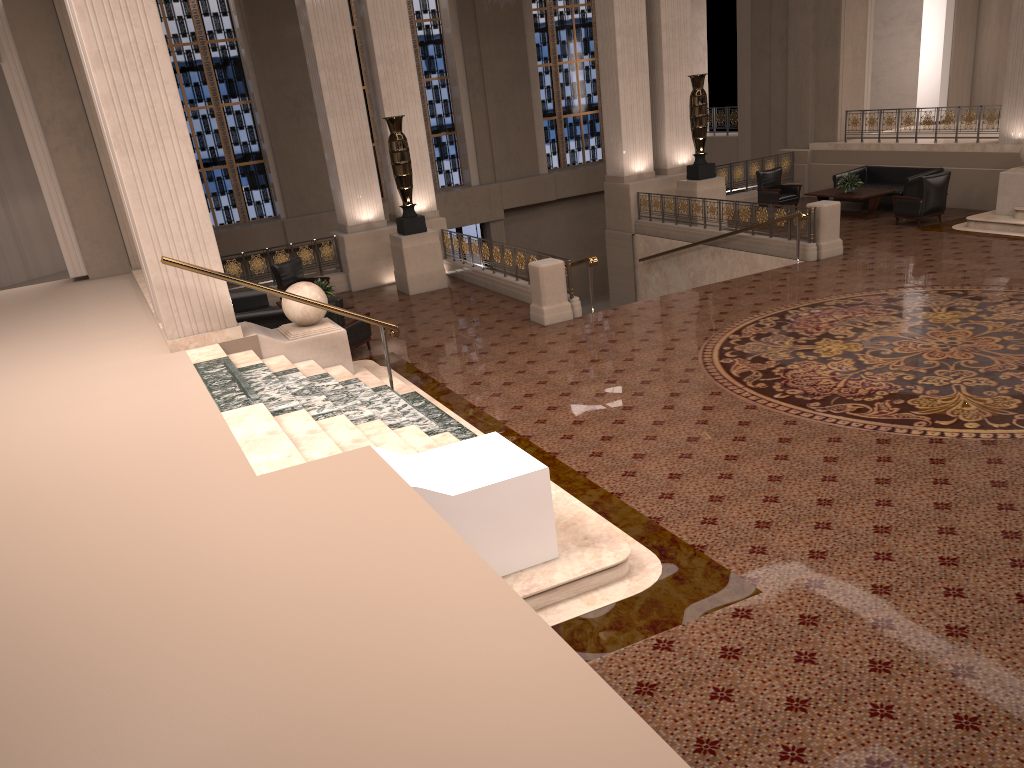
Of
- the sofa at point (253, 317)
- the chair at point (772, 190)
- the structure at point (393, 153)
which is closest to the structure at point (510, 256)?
the structure at point (393, 153)

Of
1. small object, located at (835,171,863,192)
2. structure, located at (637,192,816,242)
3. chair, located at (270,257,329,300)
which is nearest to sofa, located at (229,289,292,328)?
chair, located at (270,257,329,300)

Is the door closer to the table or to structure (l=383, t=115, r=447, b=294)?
structure (l=383, t=115, r=447, b=294)

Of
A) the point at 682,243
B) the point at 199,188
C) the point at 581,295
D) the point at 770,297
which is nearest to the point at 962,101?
the point at 682,243

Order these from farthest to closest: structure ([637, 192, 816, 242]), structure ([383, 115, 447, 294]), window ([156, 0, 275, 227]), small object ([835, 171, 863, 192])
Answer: window ([156, 0, 275, 227])
small object ([835, 171, 863, 192])
structure ([637, 192, 816, 242])
structure ([383, 115, 447, 294])

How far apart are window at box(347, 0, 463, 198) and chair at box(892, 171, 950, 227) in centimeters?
1238cm

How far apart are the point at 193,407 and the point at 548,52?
20.2 meters

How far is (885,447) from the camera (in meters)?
7.21

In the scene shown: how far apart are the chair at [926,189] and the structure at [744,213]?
2.8m

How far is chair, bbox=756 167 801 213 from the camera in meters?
18.2 m
